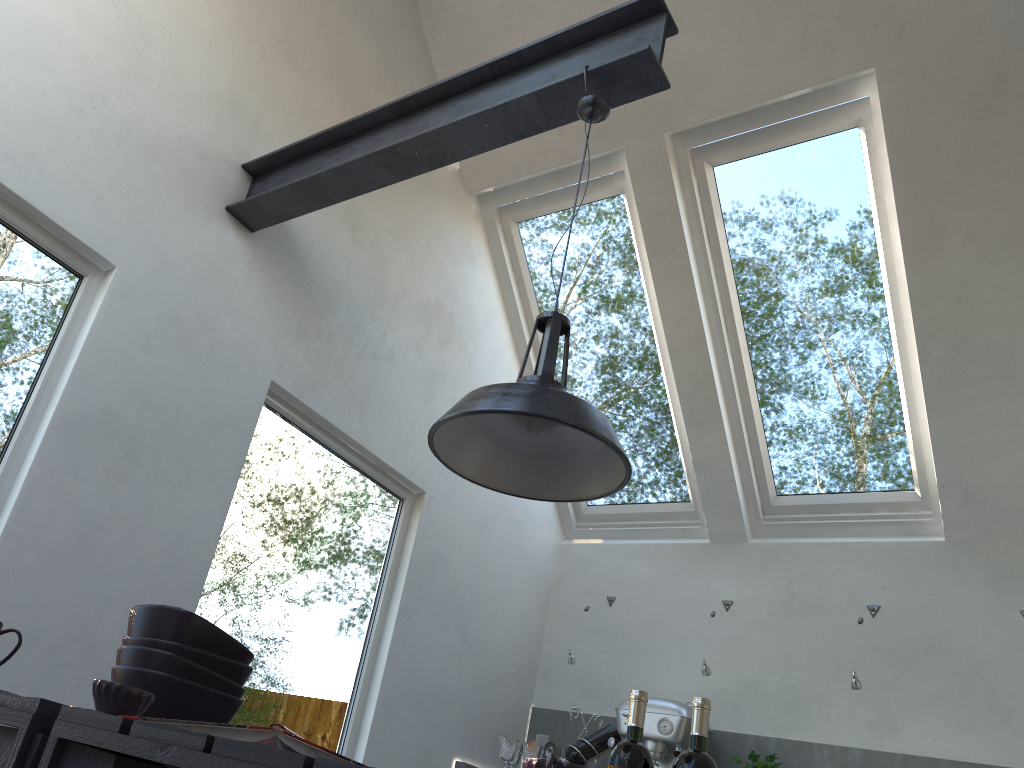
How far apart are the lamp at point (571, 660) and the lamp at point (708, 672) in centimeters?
59cm

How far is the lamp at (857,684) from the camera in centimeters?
336cm

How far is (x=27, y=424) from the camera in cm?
240

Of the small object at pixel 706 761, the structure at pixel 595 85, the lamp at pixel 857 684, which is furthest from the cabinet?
the structure at pixel 595 85

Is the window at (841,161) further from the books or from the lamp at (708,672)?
the books

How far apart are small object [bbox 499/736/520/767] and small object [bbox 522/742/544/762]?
0.0 meters

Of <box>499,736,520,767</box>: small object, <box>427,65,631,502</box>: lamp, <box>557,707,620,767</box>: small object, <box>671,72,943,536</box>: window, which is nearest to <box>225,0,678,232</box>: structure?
<box>427,65,631,502</box>: lamp

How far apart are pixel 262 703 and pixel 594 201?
2.67m

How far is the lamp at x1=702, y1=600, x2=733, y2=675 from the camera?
3.7m

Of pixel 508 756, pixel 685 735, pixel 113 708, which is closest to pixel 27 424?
pixel 113 708
